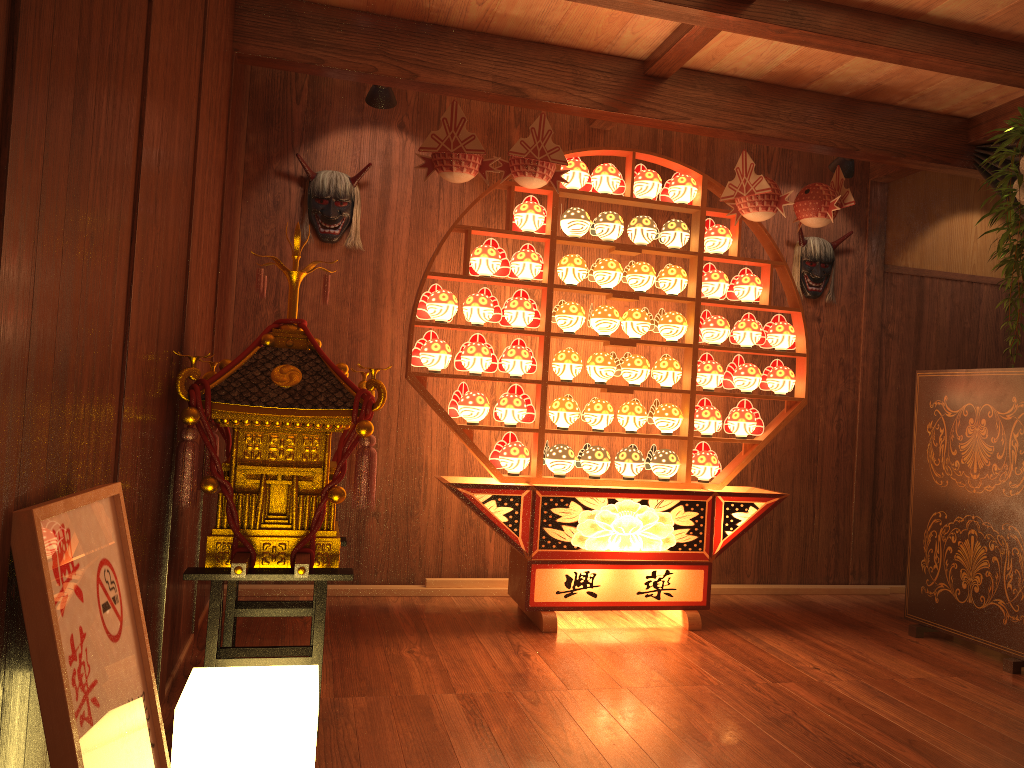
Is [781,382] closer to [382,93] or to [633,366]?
[633,366]

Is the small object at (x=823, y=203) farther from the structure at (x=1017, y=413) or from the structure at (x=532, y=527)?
the structure at (x=1017, y=413)

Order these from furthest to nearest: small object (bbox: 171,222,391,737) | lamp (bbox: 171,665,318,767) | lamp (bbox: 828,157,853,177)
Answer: lamp (bbox: 828,157,853,177)
small object (bbox: 171,222,391,737)
lamp (bbox: 171,665,318,767)

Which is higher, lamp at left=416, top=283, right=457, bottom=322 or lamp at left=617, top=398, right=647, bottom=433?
lamp at left=416, top=283, right=457, bottom=322

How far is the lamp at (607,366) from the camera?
4.05m

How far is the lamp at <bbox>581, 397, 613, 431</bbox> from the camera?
4.0 meters

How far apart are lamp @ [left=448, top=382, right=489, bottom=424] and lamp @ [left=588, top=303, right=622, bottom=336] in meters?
0.6 m

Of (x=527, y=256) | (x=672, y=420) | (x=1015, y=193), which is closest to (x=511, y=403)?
(x=527, y=256)

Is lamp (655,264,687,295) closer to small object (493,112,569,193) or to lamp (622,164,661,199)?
lamp (622,164,661,199)

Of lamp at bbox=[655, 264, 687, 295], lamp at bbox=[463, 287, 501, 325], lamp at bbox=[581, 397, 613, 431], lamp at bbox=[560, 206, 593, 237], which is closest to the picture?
lamp at bbox=[463, 287, 501, 325]
